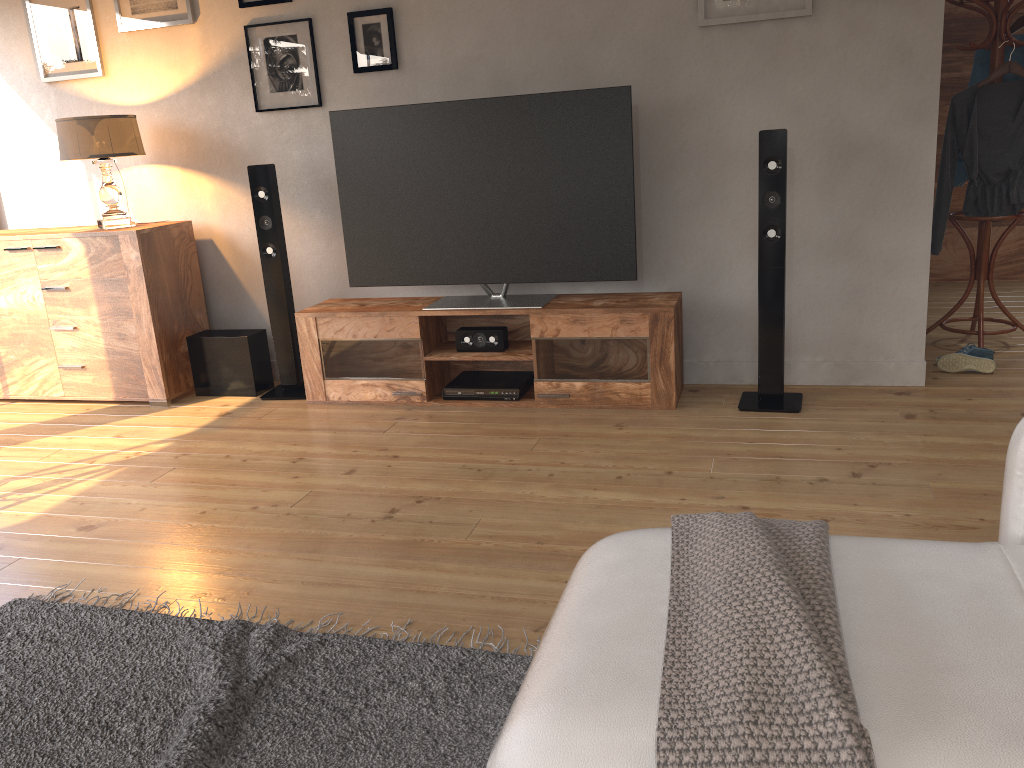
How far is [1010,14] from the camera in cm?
389

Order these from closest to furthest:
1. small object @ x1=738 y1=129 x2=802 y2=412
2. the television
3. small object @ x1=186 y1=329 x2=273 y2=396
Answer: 1. small object @ x1=738 y1=129 x2=802 y2=412
2. the television
3. small object @ x1=186 y1=329 x2=273 y2=396

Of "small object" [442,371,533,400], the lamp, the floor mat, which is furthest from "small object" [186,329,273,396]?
the floor mat

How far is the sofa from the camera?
1.0m

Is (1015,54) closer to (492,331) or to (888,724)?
(492,331)

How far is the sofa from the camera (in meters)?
1.02

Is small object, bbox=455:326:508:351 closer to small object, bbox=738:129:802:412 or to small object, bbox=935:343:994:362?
small object, bbox=738:129:802:412

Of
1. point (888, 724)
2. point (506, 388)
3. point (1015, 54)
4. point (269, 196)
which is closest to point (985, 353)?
point (1015, 54)

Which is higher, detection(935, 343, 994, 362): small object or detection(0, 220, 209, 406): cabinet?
detection(0, 220, 209, 406): cabinet

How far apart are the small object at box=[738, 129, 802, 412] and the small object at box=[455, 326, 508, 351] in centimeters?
104cm
